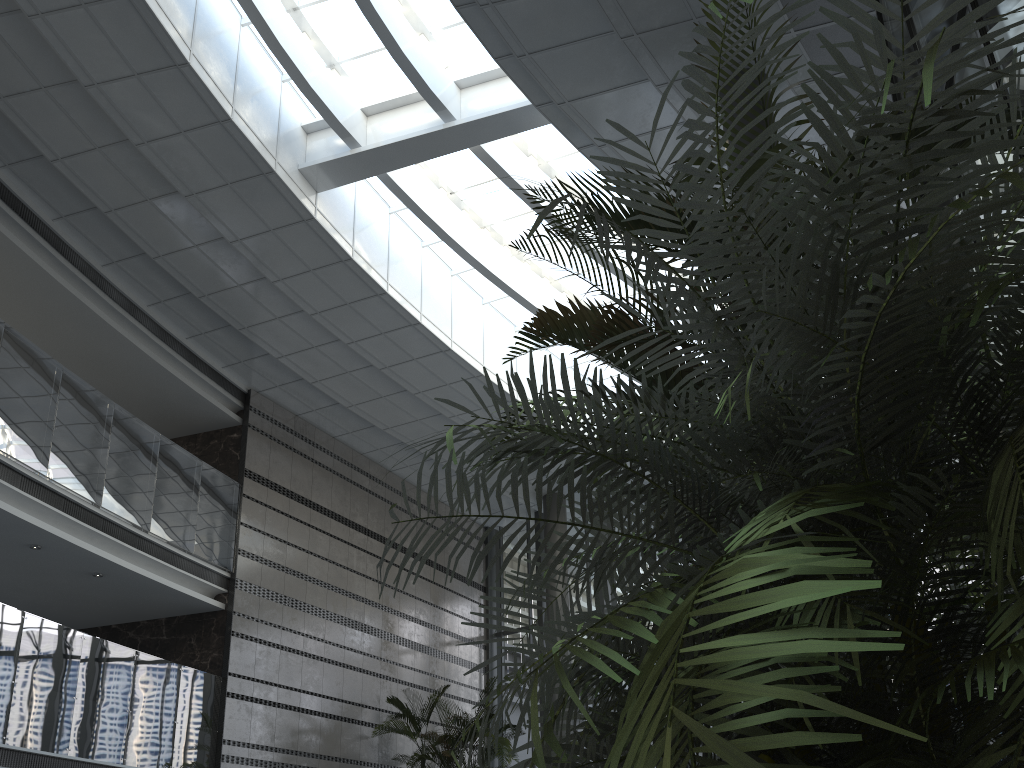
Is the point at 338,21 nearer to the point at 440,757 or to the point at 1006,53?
the point at 1006,53

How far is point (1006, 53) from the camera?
4.13m

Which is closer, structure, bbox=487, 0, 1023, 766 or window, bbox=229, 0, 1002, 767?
structure, bbox=487, 0, 1023, 766

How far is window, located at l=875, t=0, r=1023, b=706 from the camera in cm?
413

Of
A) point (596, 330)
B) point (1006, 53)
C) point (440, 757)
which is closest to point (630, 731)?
point (596, 330)

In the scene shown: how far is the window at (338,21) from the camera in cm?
1058

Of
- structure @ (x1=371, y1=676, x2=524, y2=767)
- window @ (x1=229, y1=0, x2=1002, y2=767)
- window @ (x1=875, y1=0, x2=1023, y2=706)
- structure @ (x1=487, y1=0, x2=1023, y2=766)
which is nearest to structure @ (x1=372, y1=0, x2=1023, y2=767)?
structure @ (x1=487, y1=0, x2=1023, y2=766)

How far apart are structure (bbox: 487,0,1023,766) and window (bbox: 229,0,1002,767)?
6.9m

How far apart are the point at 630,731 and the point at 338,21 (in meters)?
11.12

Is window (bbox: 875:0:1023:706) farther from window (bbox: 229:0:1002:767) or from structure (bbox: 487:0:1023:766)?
window (bbox: 229:0:1002:767)
